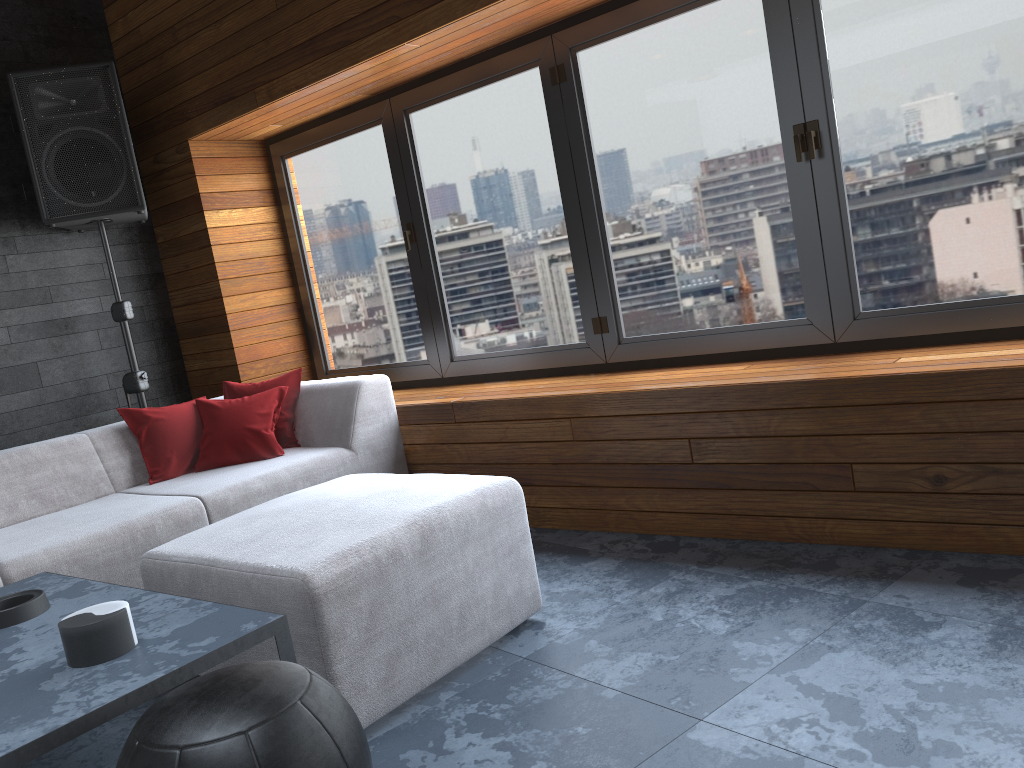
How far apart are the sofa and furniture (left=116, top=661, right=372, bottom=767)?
0.52m

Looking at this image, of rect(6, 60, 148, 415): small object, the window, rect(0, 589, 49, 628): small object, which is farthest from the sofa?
rect(6, 60, 148, 415): small object

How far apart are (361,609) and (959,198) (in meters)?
2.19

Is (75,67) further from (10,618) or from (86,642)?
(86,642)

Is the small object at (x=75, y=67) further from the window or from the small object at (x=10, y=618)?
the small object at (x=10, y=618)

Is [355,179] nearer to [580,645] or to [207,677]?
[580,645]

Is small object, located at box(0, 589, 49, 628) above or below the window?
below

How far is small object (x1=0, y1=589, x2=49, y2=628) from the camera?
2.01m

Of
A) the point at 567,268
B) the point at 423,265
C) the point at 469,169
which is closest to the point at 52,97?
the point at 423,265

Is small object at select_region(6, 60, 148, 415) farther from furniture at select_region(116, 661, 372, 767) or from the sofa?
furniture at select_region(116, 661, 372, 767)
